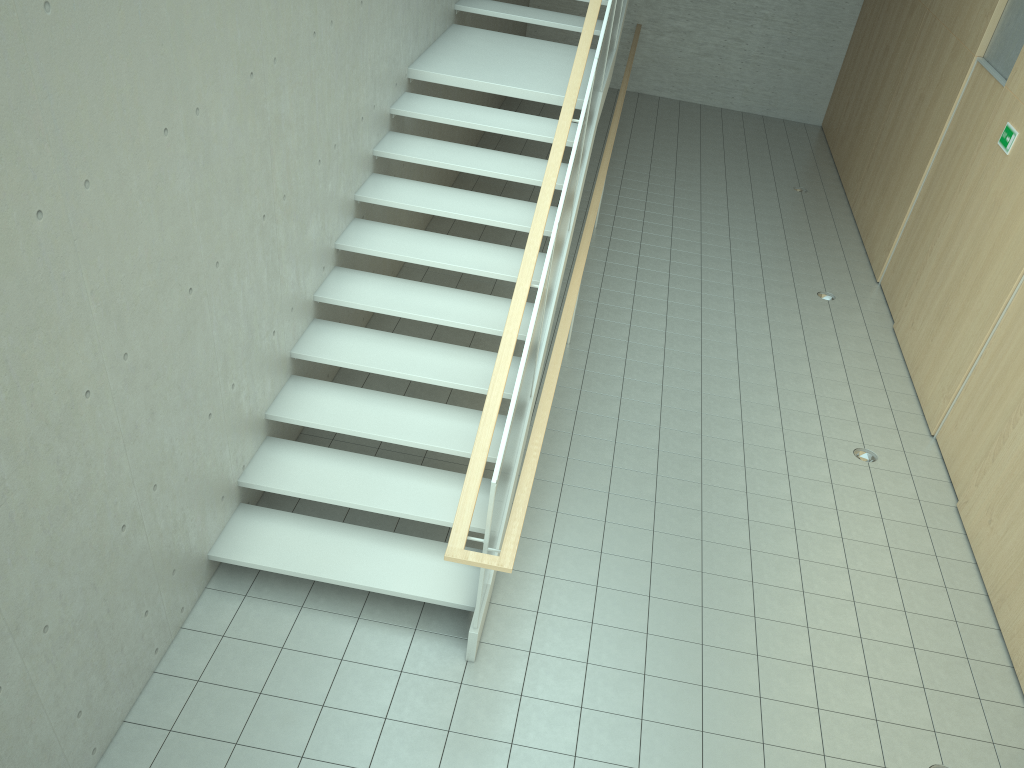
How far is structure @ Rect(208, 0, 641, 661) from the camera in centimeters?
460cm

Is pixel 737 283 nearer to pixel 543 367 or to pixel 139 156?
pixel 543 367

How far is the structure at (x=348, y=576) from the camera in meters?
4.6

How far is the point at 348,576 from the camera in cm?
460
